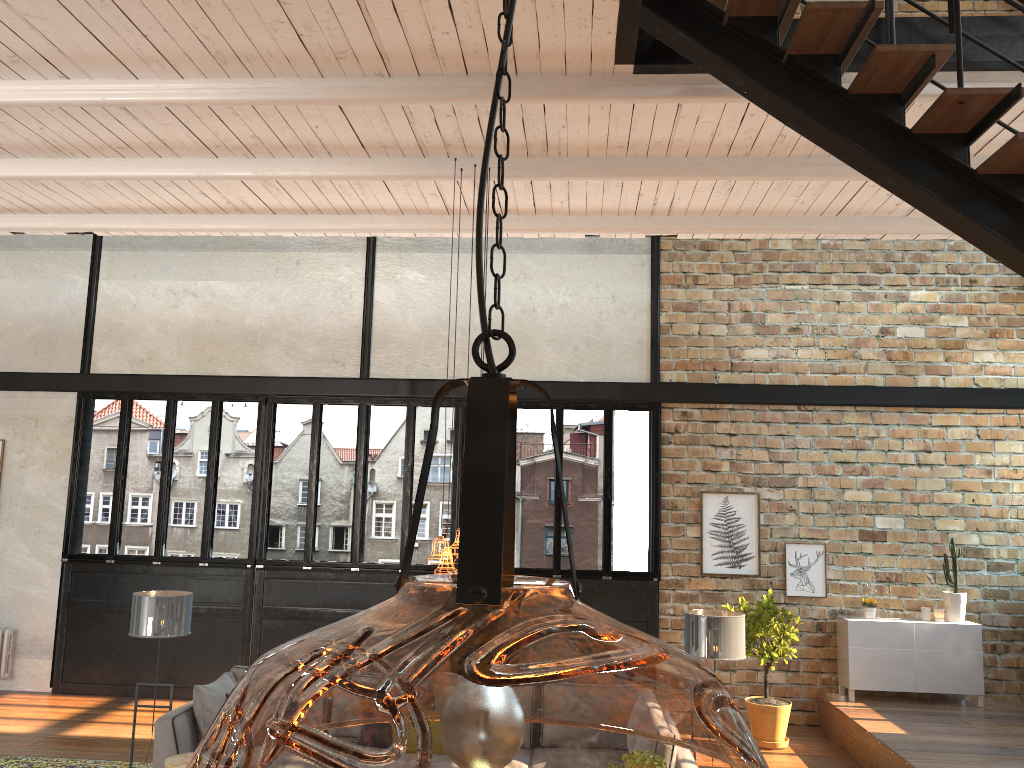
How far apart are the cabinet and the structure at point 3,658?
8.9m

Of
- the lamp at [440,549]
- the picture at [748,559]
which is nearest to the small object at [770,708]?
the picture at [748,559]

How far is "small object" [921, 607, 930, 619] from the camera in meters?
9.0 m

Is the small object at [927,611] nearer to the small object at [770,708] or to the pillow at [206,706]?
the small object at [770,708]

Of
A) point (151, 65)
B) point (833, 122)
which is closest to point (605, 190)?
point (833, 122)

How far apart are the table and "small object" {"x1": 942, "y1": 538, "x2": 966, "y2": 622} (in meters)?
7.22

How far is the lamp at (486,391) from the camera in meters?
0.9

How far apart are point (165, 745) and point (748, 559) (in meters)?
5.93

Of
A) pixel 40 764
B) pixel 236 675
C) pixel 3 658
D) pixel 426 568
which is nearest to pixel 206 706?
pixel 236 675

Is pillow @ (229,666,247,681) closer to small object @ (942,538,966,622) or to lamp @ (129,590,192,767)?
lamp @ (129,590,192,767)
